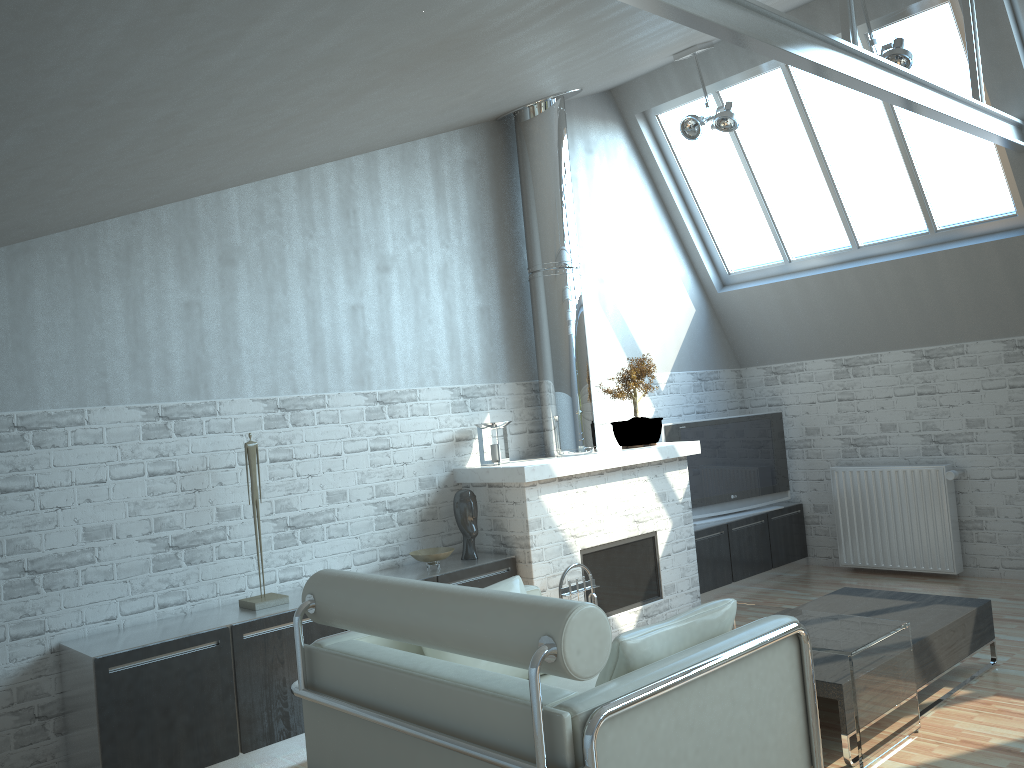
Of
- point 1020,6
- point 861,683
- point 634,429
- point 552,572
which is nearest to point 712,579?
point 634,429

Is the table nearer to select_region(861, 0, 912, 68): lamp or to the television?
the television

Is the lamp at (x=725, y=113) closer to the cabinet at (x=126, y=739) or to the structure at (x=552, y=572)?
the structure at (x=552, y=572)

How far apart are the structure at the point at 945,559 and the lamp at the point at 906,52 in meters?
5.6 m

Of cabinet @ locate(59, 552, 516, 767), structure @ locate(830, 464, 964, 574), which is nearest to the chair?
cabinet @ locate(59, 552, 516, 767)

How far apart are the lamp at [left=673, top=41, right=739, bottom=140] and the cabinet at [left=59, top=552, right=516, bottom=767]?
6.0m

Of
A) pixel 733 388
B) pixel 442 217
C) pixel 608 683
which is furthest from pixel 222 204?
pixel 733 388

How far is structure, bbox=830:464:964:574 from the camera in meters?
12.5

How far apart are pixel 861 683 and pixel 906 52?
6.8m

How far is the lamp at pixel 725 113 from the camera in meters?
11.3 m
